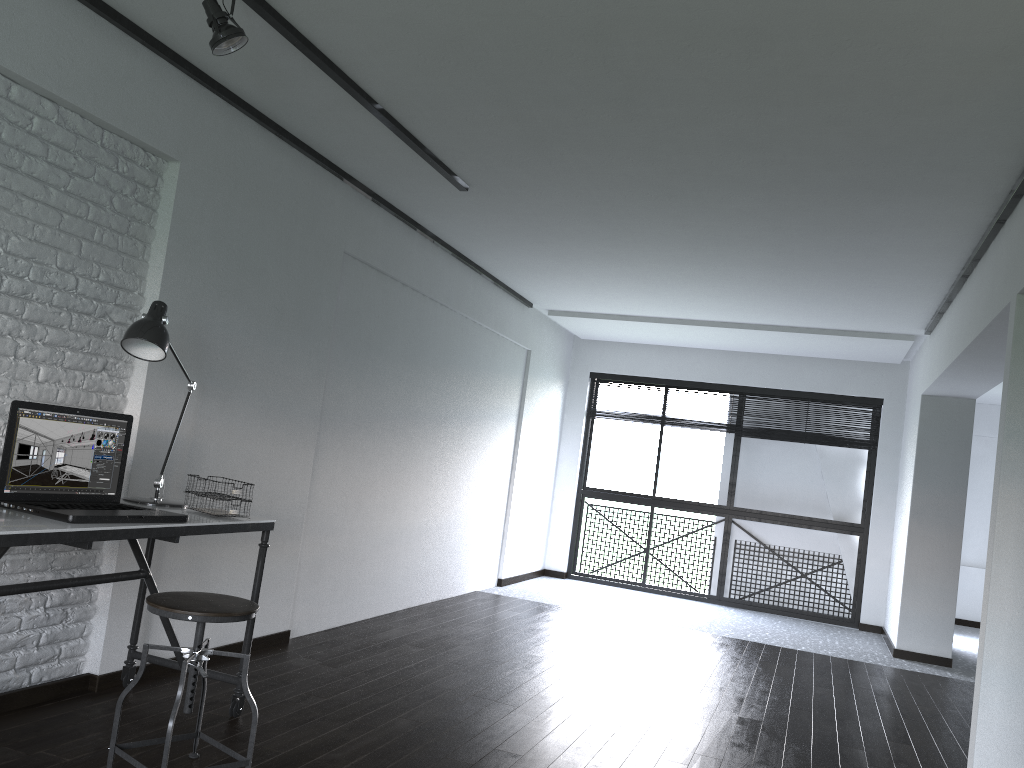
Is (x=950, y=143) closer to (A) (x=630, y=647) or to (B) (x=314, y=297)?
(B) (x=314, y=297)

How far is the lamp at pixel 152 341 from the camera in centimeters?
291cm

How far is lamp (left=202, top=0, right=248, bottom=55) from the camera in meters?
2.7 m

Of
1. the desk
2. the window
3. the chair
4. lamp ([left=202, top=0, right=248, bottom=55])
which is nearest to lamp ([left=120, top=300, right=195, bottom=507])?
the desk

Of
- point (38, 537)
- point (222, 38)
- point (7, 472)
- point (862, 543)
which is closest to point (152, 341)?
point (7, 472)

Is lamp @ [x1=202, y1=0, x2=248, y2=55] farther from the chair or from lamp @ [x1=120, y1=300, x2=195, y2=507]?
the chair

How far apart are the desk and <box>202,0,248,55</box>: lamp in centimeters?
145cm

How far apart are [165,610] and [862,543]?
6.8 meters

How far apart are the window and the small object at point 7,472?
6.2m

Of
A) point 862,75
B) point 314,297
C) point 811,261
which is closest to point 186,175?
point 314,297
